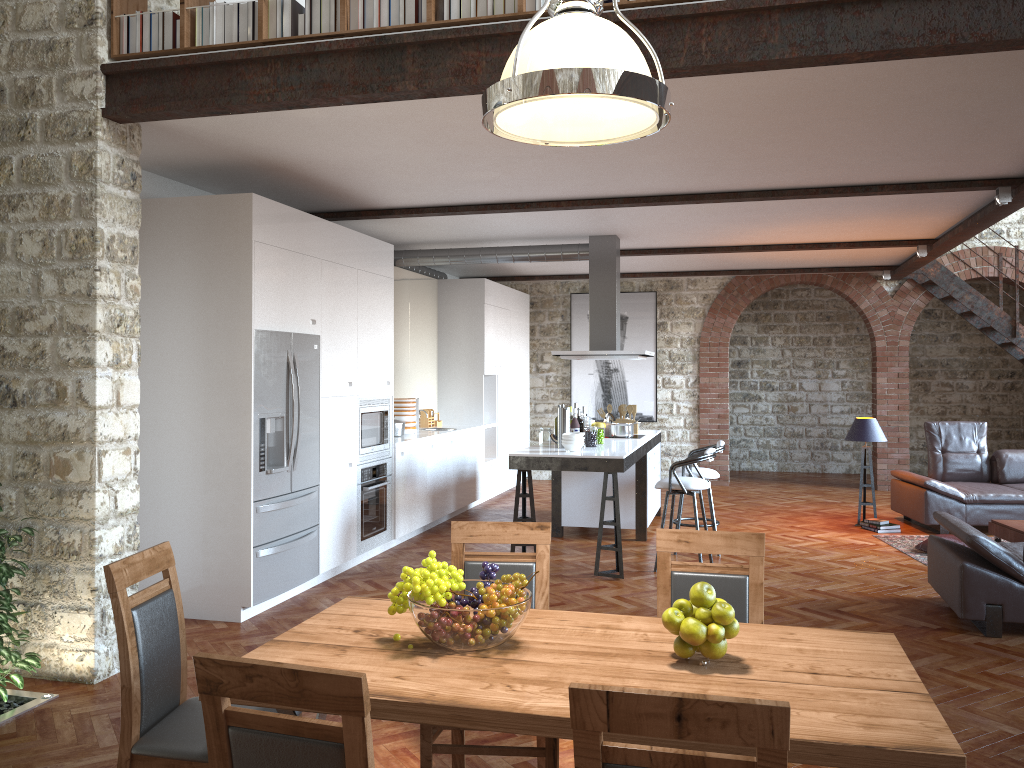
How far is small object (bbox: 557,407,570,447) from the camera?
7.4 meters

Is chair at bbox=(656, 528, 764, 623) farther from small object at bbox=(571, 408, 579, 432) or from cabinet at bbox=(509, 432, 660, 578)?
small object at bbox=(571, 408, 579, 432)

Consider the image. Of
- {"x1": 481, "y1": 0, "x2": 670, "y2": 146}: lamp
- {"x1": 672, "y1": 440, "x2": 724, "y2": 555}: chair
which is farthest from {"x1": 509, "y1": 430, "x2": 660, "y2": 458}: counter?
{"x1": 481, "y1": 0, "x2": 670, "y2": 146}: lamp

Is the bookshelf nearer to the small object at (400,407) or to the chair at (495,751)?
the chair at (495,751)

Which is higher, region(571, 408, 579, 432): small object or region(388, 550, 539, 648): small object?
region(571, 408, 579, 432): small object

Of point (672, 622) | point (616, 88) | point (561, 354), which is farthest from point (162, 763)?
point (561, 354)

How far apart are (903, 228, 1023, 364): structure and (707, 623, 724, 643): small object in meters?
10.1

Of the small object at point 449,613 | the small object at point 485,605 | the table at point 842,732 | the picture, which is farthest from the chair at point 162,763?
the picture

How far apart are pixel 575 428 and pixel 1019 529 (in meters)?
3.71

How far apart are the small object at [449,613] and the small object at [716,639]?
0.5 meters
